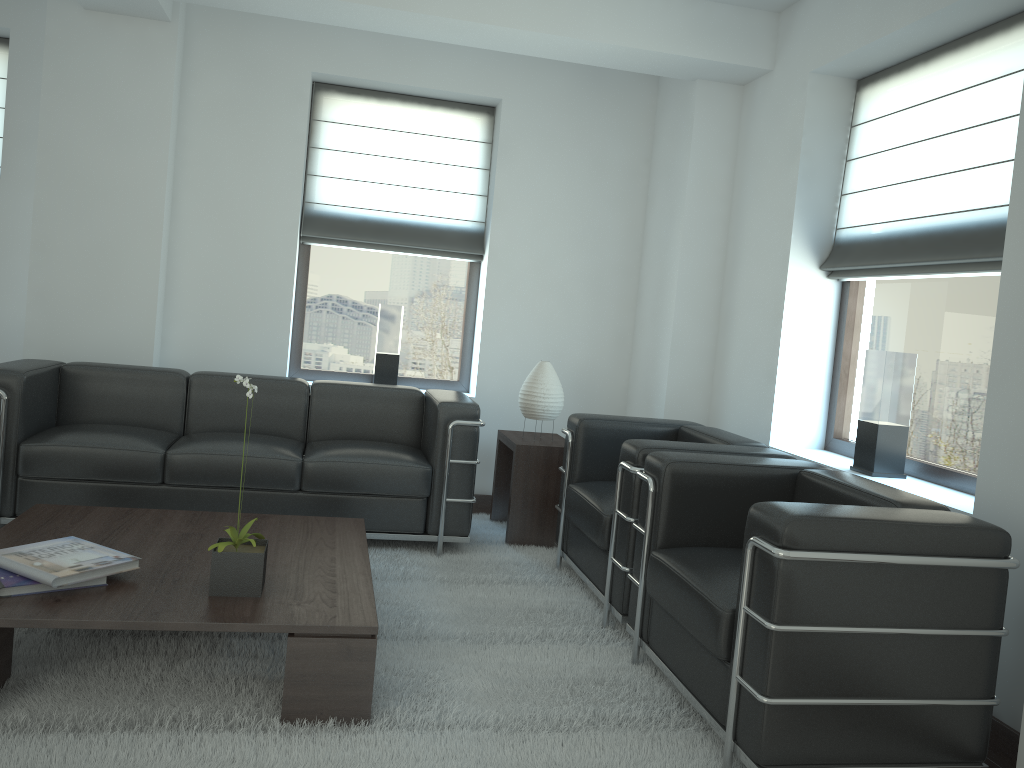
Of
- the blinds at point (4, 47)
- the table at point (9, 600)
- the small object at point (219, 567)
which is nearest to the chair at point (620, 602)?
the table at point (9, 600)

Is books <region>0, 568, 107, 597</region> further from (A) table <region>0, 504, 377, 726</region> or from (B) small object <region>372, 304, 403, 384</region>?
(B) small object <region>372, 304, 403, 384</region>

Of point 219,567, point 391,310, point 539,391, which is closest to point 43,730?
point 219,567

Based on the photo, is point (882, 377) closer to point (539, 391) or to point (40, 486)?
point (539, 391)

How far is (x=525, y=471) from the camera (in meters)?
6.93

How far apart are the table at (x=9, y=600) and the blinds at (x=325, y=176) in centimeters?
329cm

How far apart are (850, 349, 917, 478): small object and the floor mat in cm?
181

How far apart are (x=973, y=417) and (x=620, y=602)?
2.35m

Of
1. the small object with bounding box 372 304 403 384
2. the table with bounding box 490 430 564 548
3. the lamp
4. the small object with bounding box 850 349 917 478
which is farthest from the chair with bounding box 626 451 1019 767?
the small object with bounding box 372 304 403 384

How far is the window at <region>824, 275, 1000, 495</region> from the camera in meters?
5.2 m
